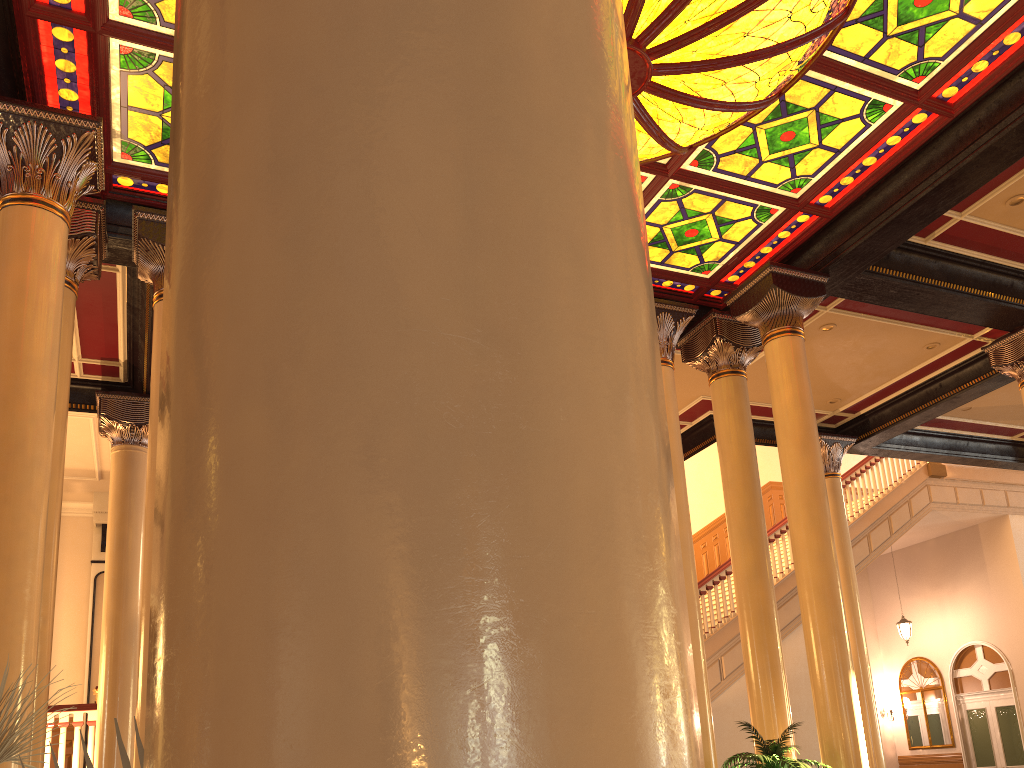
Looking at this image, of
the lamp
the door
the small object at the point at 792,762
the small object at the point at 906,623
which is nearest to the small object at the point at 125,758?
the lamp

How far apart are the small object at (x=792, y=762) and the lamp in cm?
405

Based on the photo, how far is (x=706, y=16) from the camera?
4.8m

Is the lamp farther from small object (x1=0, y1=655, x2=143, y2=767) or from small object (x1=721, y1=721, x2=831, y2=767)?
small object (x1=0, y1=655, x2=143, y2=767)

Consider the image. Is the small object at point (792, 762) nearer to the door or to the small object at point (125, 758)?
the small object at point (125, 758)

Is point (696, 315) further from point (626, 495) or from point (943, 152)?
point (626, 495)

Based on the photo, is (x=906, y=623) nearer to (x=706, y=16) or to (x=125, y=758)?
(x=706, y=16)

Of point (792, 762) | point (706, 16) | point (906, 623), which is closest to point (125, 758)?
point (706, 16)

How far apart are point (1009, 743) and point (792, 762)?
12.62m

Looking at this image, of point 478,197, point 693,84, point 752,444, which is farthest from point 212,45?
point 752,444
